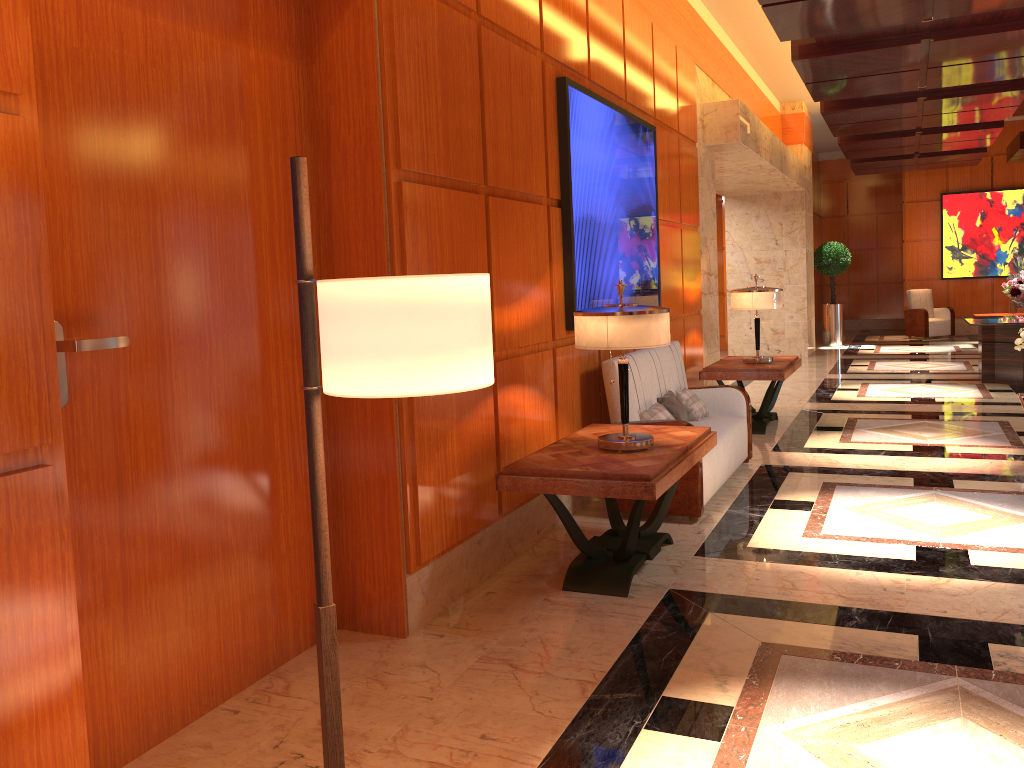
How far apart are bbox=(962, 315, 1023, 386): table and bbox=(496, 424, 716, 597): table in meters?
Answer: 6.8 m

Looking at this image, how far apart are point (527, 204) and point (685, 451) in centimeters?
152cm

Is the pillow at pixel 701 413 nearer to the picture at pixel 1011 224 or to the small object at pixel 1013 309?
the small object at pixel 1013 309

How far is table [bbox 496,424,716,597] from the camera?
3.7 meters

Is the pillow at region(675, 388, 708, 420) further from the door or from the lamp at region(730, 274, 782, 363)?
the door

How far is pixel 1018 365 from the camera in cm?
1017

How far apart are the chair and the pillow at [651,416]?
13.5m

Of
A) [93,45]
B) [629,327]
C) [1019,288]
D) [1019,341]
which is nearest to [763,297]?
[1019,341]

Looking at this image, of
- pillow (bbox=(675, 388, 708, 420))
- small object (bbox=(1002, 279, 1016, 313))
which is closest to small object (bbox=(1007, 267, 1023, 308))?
small object (bbox=(1002, 279, 1016, 313))

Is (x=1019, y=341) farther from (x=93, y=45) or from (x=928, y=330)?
(x=928, y=330)
